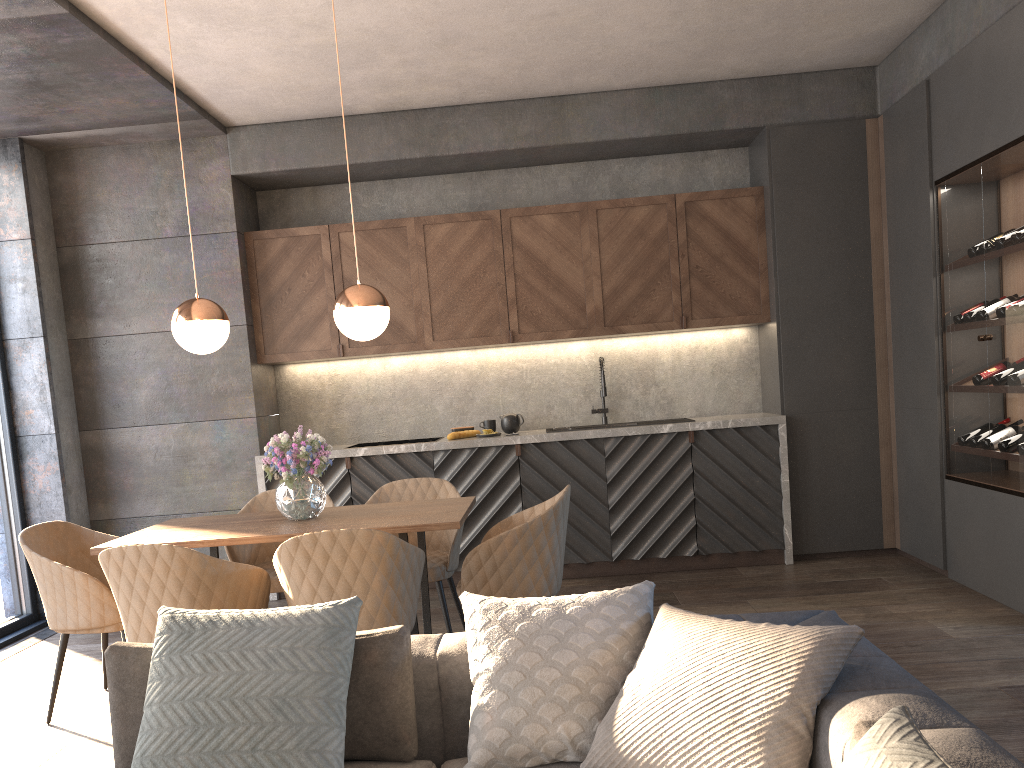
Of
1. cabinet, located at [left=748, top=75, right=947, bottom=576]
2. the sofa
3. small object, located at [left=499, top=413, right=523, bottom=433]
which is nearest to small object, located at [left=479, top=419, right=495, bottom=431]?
small object, located at [left=499, top=413, right=523, bottom=433]

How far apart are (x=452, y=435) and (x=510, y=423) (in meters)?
0.43

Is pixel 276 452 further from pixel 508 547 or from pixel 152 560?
pixel 508 547

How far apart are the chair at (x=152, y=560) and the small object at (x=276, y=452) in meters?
0.5 m

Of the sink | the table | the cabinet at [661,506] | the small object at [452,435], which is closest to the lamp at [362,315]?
the table

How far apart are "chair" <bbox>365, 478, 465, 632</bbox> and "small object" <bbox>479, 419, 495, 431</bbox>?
1.5m

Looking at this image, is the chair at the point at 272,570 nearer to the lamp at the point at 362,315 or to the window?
the lamp at the point at 362,315

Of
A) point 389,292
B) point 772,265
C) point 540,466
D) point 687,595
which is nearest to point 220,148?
point 389,292

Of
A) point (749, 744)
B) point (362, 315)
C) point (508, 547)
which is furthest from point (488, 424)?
point (749, 744)

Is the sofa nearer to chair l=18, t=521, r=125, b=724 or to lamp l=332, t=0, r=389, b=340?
chair l=18, t=521, r=125, b=724
